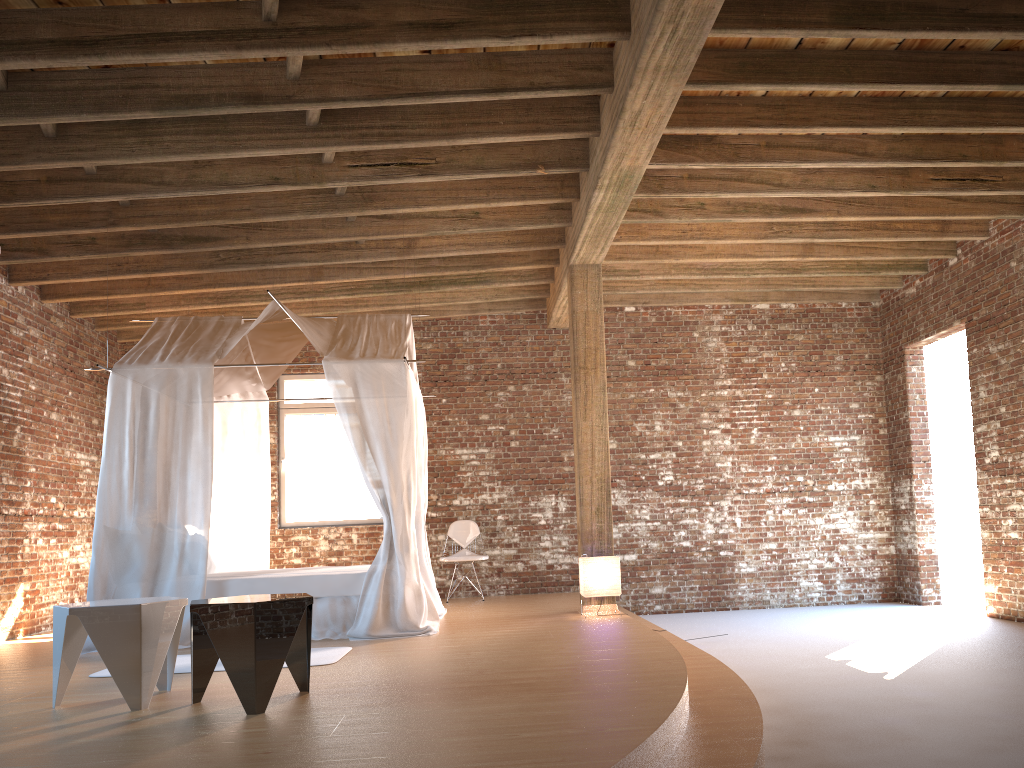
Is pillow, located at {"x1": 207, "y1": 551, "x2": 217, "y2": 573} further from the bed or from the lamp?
the lamp

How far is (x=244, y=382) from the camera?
8.40m

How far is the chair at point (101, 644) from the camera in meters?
4.1 m

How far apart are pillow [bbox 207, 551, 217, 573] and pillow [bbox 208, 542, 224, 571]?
0.63m

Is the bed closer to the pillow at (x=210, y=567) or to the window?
the pillow at (x=210, y=567)

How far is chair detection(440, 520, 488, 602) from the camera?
9.5m

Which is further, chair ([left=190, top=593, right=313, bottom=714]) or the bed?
the bed

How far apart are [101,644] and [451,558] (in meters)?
5.64

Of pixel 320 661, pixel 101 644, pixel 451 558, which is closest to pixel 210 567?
pixel 320 661

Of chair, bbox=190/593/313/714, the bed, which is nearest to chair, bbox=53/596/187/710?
chair, bbox=190/593/313/714
